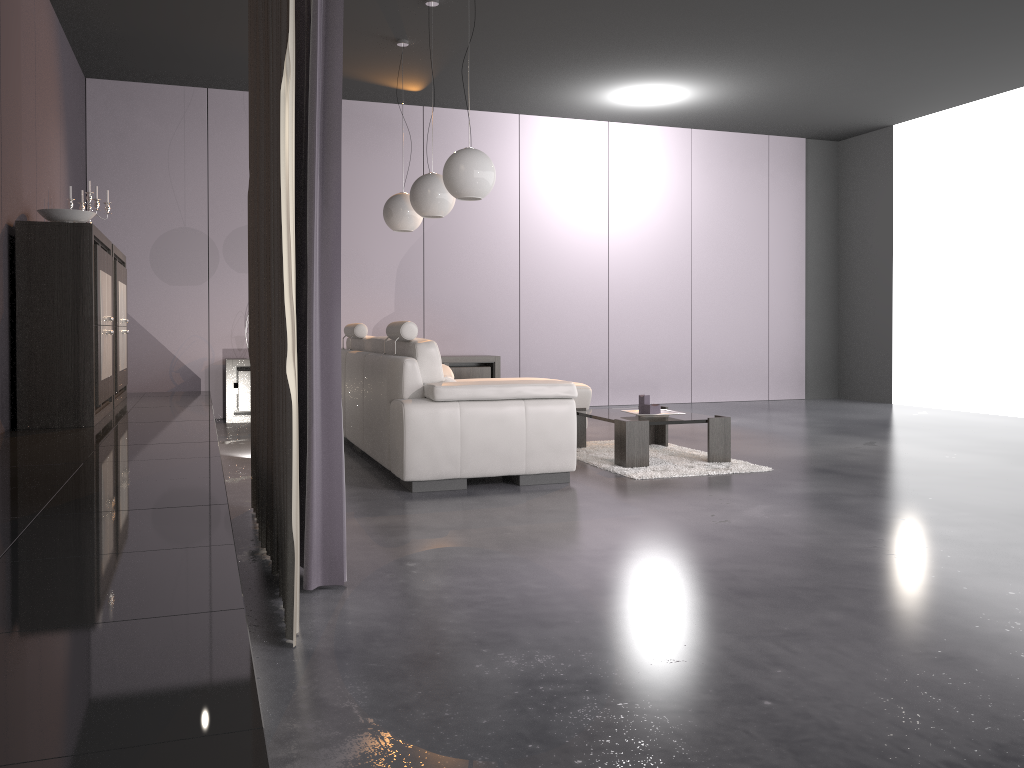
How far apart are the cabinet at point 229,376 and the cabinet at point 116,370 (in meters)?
1.09

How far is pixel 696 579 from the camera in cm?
289

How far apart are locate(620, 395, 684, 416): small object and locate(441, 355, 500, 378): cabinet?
3.12m

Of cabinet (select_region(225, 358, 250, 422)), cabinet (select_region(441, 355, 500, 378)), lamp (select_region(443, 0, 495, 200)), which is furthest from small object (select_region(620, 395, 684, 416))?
cabinet (select_region(225, 358, 250, 422))

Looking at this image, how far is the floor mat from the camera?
4.97m

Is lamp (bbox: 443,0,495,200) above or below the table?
above

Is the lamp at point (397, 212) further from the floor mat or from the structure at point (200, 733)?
the floor mat

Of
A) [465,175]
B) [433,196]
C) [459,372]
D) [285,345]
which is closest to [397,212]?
[433,196]

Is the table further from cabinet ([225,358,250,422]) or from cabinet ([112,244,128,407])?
cabinet ([225,358,250,422])

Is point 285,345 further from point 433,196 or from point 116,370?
point 116,370
